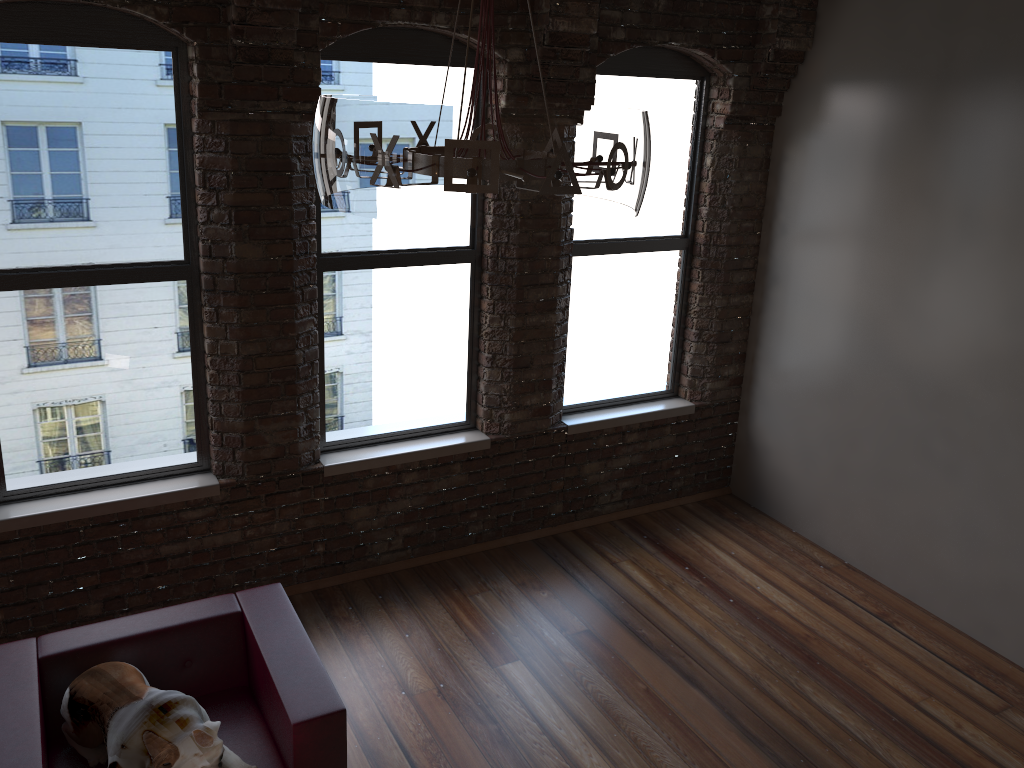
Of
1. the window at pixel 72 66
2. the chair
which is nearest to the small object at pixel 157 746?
the chair

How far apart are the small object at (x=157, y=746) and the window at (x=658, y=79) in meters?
2.8

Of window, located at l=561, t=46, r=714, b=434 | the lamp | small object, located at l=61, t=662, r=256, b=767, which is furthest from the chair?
window, located at l=561, t=46, r=714, b=434

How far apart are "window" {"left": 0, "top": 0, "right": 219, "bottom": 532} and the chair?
0.9 meters

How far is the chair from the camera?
2.93m

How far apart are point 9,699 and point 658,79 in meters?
4.3 m

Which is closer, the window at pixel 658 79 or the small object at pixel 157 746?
the small object at pixel 157 746

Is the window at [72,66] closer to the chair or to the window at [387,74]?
the window at [387,74]

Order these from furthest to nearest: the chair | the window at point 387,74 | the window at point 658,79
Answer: the window at point 658,79 → the window at point 387,74 → the chair

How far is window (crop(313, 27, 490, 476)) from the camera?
4.3m
